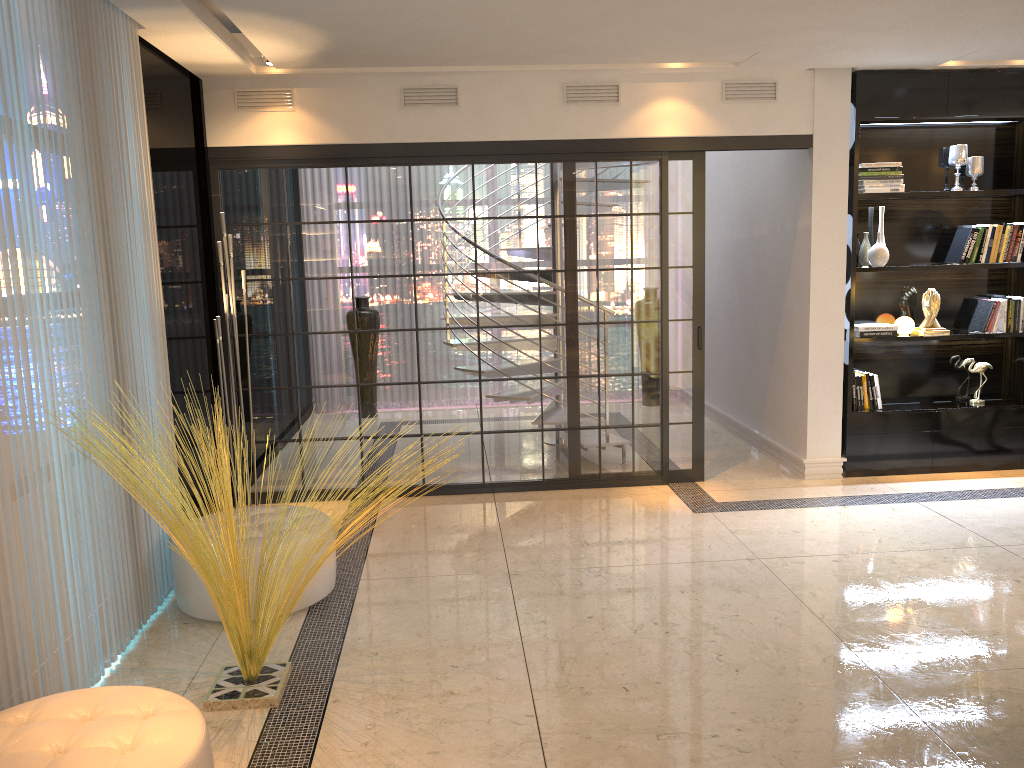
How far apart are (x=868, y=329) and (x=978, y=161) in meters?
1.3

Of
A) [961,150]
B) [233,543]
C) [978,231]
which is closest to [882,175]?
[961,150]

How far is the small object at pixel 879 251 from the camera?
5.7m

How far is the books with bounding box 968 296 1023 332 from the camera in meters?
5.9 m

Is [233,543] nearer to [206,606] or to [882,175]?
[206,606]

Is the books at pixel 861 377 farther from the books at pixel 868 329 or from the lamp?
the lamp

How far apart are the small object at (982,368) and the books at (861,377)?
0.8m

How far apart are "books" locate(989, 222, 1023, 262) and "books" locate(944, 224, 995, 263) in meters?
0.0

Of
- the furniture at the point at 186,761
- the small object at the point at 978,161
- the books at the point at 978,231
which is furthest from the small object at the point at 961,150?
the furniture at the point at 186,761

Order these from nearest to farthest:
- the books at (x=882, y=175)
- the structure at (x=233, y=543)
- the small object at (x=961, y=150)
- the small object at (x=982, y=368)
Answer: the structure at (x=233, y=543)
the books at (x=882, y=175)
the small object at (x=961, y=150)
the small object at (x=982, y=368)
